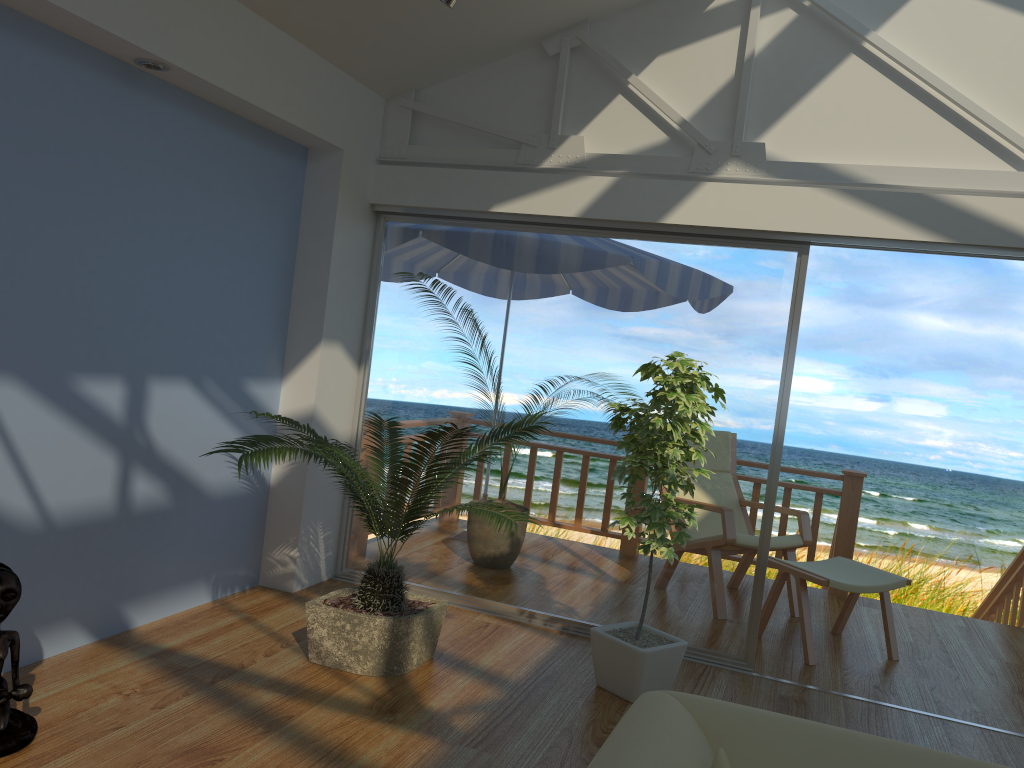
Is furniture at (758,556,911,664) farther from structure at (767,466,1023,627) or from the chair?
structure at (767,466,1023,627)

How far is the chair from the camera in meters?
5.1

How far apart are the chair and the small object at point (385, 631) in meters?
1.9

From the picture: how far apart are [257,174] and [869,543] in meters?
8.4 m

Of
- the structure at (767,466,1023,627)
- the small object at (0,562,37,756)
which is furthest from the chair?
the small object at (0,562,37,756)

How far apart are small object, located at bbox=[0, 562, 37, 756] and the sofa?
1.9m

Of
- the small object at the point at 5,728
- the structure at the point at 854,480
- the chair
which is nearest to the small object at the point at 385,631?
the small object at the point at 5,728

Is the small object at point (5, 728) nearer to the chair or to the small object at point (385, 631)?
the small object at point (385, 631)

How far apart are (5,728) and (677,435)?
2.4 meters

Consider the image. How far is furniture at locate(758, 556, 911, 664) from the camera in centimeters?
431cm
